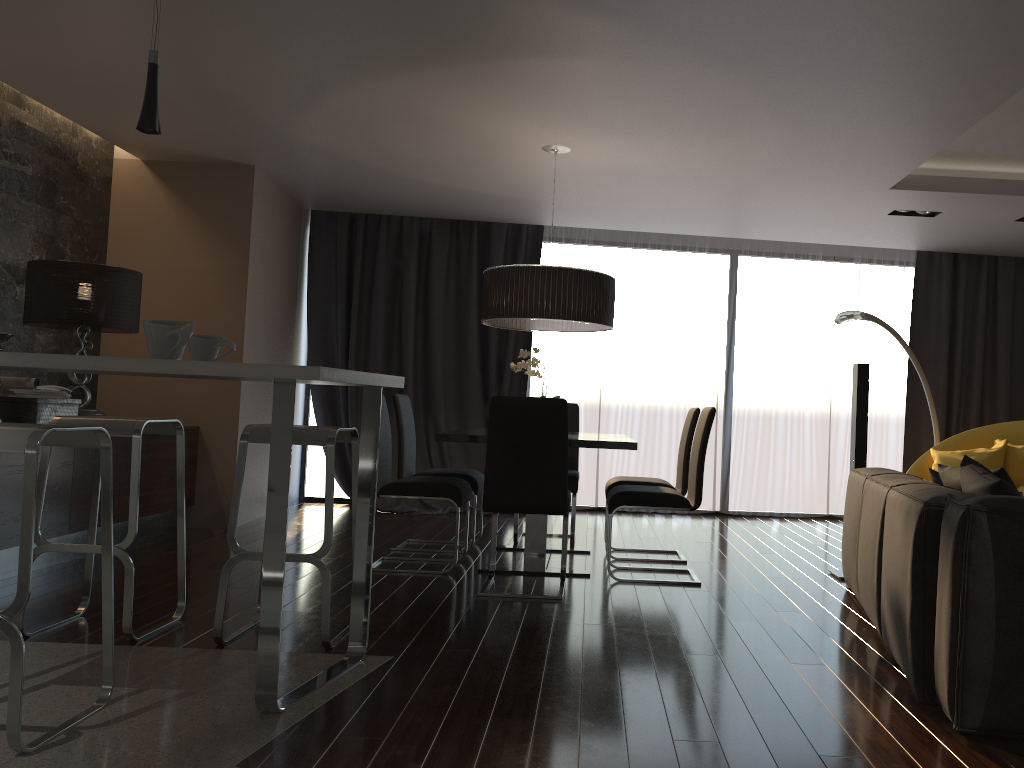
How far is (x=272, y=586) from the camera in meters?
2.6

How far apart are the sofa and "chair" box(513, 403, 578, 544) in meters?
1.9 m

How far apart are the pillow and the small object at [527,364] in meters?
2.2

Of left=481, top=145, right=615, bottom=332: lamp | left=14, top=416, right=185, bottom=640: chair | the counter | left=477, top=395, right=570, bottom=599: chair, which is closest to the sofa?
left=477, top=395, right=570, bottom=599: chair

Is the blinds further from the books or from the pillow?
the pillow

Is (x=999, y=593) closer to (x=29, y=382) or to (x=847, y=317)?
(x=847, y=317)

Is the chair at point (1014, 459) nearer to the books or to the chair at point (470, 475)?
the chair at point (470, 475)

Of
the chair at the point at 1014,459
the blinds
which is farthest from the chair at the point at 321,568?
the chair at the point at 1014,459

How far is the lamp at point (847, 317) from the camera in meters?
6.4

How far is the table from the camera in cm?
451
